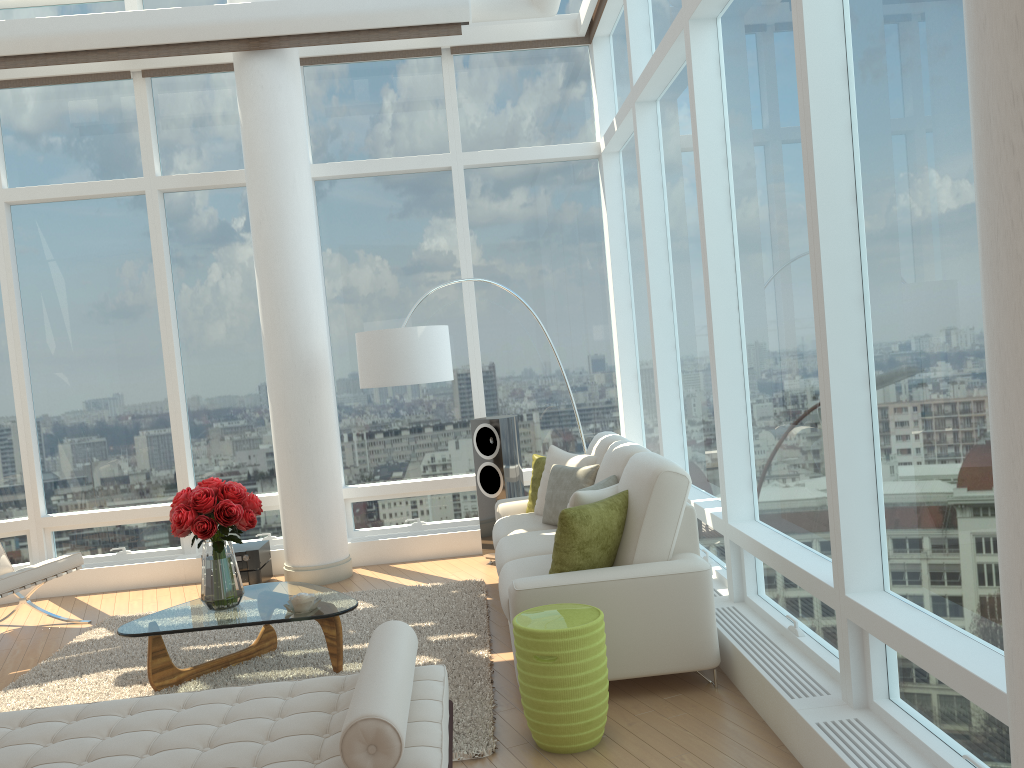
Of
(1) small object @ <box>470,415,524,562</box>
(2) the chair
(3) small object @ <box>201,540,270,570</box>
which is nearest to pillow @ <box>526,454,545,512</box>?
(1) small object @ <box>470,415,524,562</box>

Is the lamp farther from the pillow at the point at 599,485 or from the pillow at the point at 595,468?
the pillow at the point at 599,485

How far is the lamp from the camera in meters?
6.2

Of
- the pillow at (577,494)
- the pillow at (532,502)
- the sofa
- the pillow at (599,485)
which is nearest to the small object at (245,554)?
the sofa

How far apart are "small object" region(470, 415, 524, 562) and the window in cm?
60

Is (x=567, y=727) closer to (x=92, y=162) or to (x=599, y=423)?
(x=599, y=423)

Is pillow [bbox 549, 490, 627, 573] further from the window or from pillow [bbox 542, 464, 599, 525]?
pillow [bbox 542, 464, 599, 525]

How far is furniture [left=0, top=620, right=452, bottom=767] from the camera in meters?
2.5 m

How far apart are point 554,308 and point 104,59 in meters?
4.0

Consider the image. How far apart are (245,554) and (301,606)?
2.4 meters
